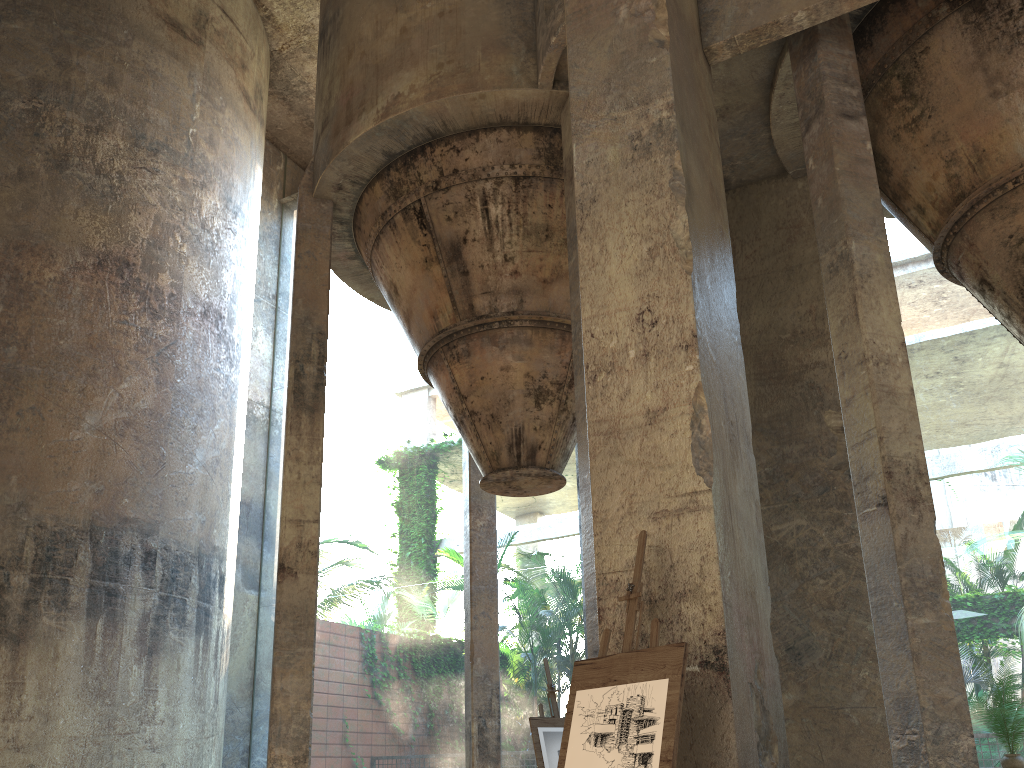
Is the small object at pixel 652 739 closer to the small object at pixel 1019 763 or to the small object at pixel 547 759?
the small object at pixel 1019 763

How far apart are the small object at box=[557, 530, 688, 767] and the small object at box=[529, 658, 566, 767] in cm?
415

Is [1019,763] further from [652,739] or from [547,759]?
[652,739]

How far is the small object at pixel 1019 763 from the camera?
6.4m

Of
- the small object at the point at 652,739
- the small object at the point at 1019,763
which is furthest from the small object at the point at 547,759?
the small object at the point at 652,739

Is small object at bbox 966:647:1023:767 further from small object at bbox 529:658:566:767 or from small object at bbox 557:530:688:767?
small object at bbox 557:530:688:767

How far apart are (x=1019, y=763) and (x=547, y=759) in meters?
3.6

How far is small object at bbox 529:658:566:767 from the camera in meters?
7.6 m

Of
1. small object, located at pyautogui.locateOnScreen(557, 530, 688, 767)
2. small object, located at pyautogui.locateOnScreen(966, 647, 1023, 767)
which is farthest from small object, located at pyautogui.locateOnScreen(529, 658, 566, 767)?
small object, located at pyautogui.locateOnScreen(557, 530, 688, 767)

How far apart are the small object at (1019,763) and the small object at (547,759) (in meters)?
3.45
